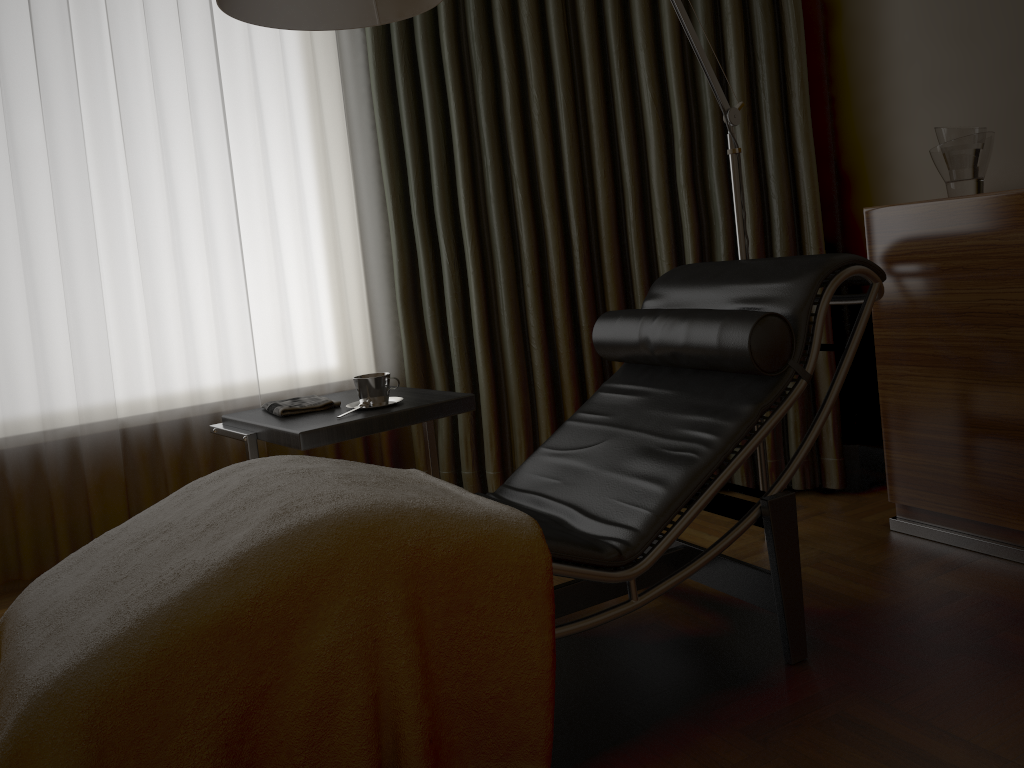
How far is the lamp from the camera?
1.8 meters

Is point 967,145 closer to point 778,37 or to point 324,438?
point 778,37

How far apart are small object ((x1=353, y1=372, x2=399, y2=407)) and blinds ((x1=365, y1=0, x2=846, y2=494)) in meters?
0.8

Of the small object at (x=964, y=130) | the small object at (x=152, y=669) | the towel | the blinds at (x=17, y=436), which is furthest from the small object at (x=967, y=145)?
the blinds at (x=17, y=436)

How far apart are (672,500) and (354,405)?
1.0 meters

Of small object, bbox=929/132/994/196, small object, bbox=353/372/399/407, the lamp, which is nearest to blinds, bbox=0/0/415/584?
small object, bbox=353/372/399/407

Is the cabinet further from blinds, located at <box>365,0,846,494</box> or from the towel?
the towel

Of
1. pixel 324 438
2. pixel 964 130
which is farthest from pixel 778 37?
pixel 324 438

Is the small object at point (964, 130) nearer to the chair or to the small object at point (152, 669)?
the chair

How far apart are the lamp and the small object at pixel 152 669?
0.9m
